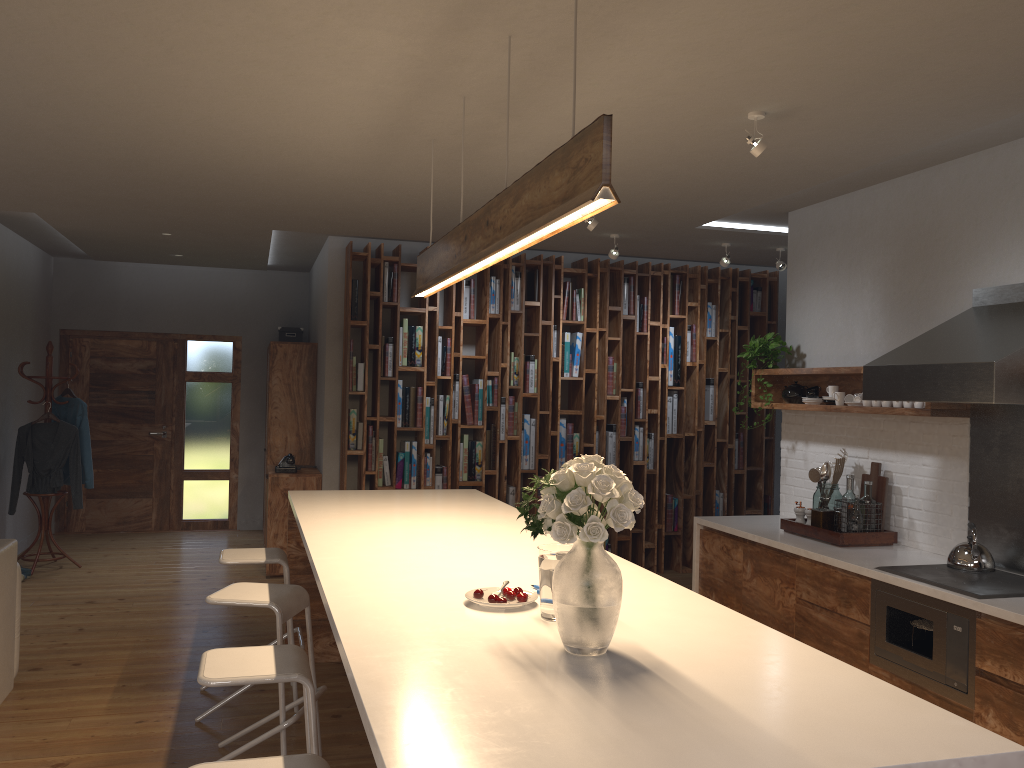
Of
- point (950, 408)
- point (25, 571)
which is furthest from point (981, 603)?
point (25, 571)

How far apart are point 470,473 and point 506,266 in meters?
1.7

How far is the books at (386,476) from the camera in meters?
7.1

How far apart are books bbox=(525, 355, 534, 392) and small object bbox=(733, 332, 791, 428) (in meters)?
2.09

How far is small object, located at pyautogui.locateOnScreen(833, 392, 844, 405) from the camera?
5.0 meters

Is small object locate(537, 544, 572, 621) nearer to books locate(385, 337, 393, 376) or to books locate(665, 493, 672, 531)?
books locate(385, 337, 393, 376)

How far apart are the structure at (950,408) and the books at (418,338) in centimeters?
271cm

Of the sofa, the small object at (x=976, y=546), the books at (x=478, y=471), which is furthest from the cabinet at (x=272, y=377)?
the small object at (x=976, y=546)

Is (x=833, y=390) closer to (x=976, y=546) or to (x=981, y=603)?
(x=976, y=546)

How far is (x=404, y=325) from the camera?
7.1 meters
